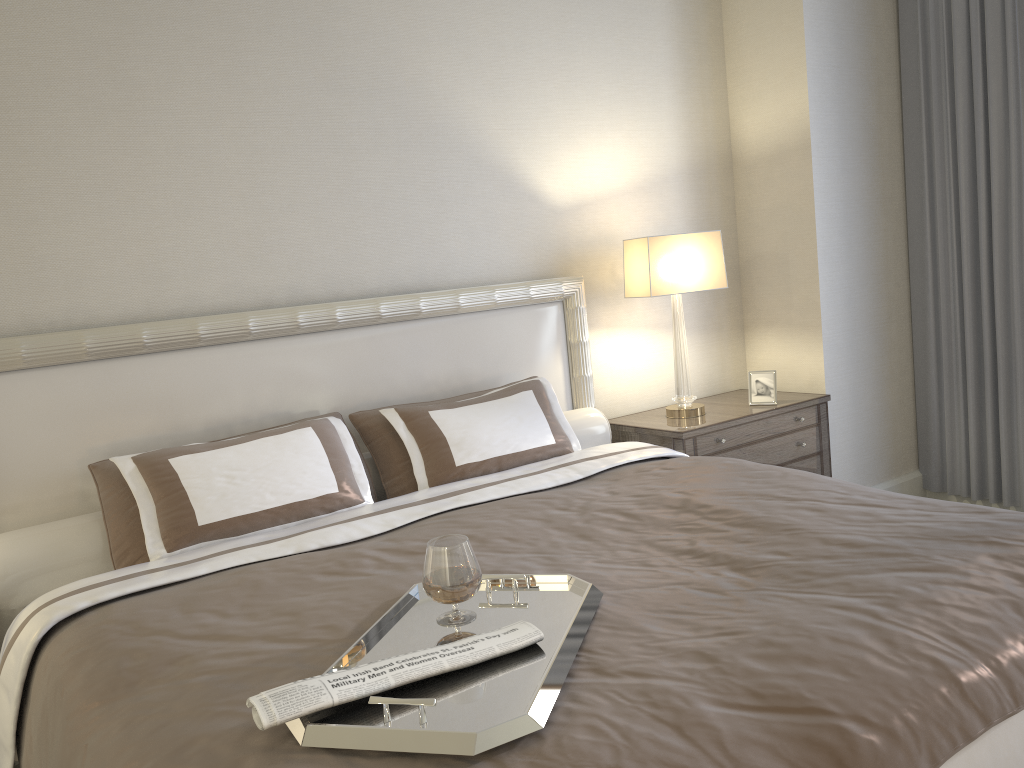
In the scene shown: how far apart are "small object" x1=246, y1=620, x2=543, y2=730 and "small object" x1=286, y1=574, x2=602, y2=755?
0.0 meters

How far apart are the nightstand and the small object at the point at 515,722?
1.8 meters

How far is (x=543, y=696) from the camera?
1.3 meters

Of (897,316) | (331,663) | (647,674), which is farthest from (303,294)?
(897,316)

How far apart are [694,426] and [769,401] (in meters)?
0.51

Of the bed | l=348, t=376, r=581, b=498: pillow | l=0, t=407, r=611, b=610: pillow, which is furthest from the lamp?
l=348, t=376, r=581, b=498: pillow

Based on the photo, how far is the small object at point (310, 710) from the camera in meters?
1.3

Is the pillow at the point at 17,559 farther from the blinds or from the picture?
the blinds

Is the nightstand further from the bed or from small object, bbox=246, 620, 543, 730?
small object, bbox=246, 620, 543, 730

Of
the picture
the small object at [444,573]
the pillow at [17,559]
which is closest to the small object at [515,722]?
the small object at [444,573]
